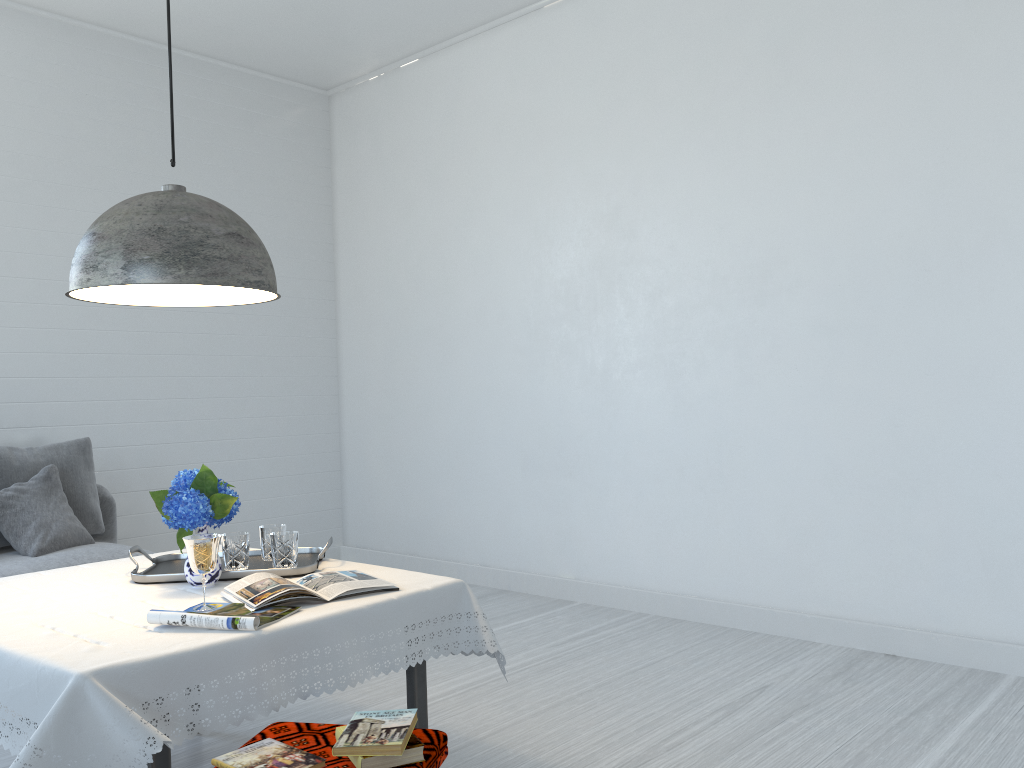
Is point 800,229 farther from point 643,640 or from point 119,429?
point 119,429

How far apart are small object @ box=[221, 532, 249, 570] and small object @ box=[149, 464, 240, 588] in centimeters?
13cm

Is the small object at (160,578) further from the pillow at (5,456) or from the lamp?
the pillow at (5,456)

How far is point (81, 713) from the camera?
1.83m

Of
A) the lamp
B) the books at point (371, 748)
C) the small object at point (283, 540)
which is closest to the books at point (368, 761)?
the books at point (371, 748)

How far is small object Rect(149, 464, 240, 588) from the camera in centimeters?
257cm

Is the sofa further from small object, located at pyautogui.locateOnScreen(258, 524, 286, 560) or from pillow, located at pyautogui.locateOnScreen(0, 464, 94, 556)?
small object, located at pyautogui.locateOnScreen(258, 524, 286, 560)

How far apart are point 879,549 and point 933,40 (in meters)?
2.34

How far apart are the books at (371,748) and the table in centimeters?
35cm

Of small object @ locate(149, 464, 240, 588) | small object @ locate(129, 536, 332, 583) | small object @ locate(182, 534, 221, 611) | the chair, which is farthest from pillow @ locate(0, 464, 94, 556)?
the chair
